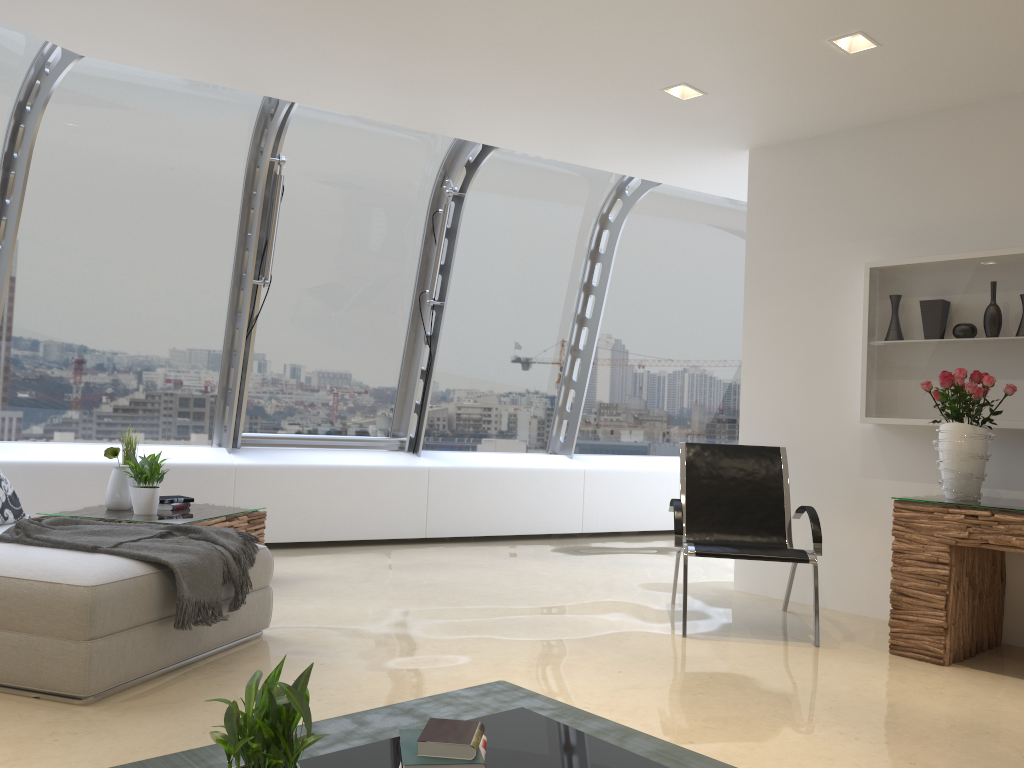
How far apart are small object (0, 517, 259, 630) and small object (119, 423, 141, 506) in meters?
1.5 m

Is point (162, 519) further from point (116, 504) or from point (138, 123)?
point (138, 123)

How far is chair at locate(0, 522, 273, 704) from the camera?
3.0 meters

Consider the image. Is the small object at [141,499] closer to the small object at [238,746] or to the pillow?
the pillow

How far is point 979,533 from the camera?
4.0m

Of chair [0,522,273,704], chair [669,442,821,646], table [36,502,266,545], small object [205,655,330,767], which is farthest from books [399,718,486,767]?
table [36,502,266,545]

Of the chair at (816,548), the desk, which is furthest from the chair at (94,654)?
the desk

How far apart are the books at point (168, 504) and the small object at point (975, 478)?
4.2m

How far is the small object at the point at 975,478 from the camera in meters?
4.3

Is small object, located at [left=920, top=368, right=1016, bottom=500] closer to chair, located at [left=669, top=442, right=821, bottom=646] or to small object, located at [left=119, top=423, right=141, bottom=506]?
chair, located at [left=669, top=442, right=821, bottom=646]
